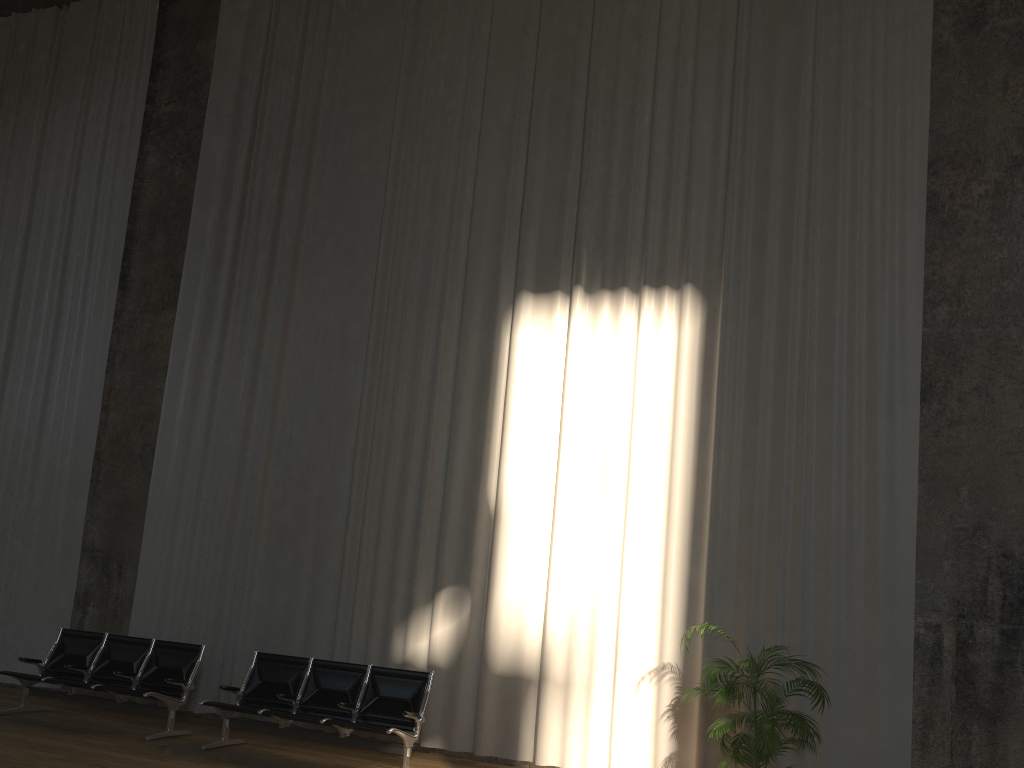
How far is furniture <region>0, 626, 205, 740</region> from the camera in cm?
783

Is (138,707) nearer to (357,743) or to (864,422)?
(357,743)

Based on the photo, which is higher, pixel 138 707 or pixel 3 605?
pixel 3 605

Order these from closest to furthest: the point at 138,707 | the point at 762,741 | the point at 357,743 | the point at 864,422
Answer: the point at 762,741
the point at 357,743
the point at 864,422
the point at 138,707

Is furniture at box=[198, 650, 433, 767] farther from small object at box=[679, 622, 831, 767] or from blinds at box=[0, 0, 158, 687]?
blinds at box=[0, 0, 158, 687]

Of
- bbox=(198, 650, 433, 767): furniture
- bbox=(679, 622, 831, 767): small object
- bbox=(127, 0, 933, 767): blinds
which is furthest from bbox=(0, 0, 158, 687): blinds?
bbox=(679, 622, 831, 767): small object

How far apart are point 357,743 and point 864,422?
4.8m

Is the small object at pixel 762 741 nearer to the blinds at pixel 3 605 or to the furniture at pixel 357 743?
the furniture at pixel 357 743

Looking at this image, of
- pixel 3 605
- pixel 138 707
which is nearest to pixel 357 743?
pixel 138 707

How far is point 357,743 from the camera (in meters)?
6.97
